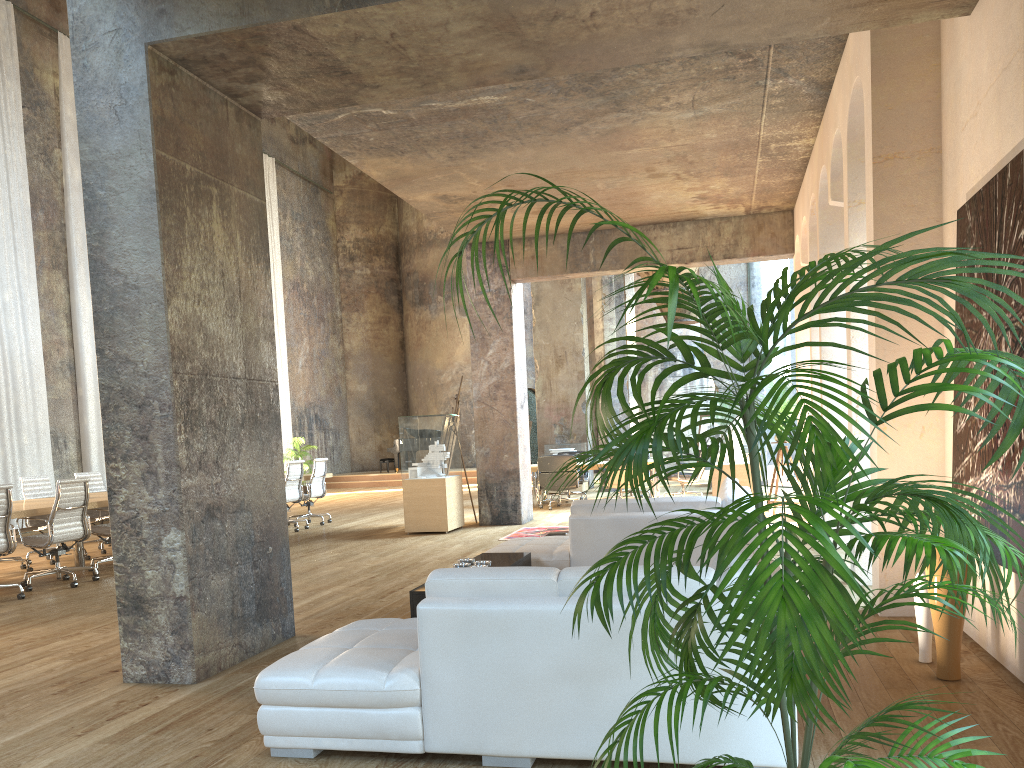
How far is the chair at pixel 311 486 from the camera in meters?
13.4

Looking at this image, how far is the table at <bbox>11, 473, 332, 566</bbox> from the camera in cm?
800

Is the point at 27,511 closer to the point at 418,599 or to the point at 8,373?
the point at 418,599

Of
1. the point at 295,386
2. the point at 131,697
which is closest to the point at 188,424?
the point at 131,697

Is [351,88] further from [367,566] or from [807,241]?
[807,241]

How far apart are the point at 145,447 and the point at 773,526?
3.75m

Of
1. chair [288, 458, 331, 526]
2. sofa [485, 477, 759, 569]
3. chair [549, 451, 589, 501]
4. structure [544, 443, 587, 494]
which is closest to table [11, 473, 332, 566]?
chair [288, 458, 331, 526]

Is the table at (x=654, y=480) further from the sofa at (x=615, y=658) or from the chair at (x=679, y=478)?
the sofa at (x=615, y=658)

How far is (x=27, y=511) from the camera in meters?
8.0

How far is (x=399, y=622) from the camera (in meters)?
4.08
